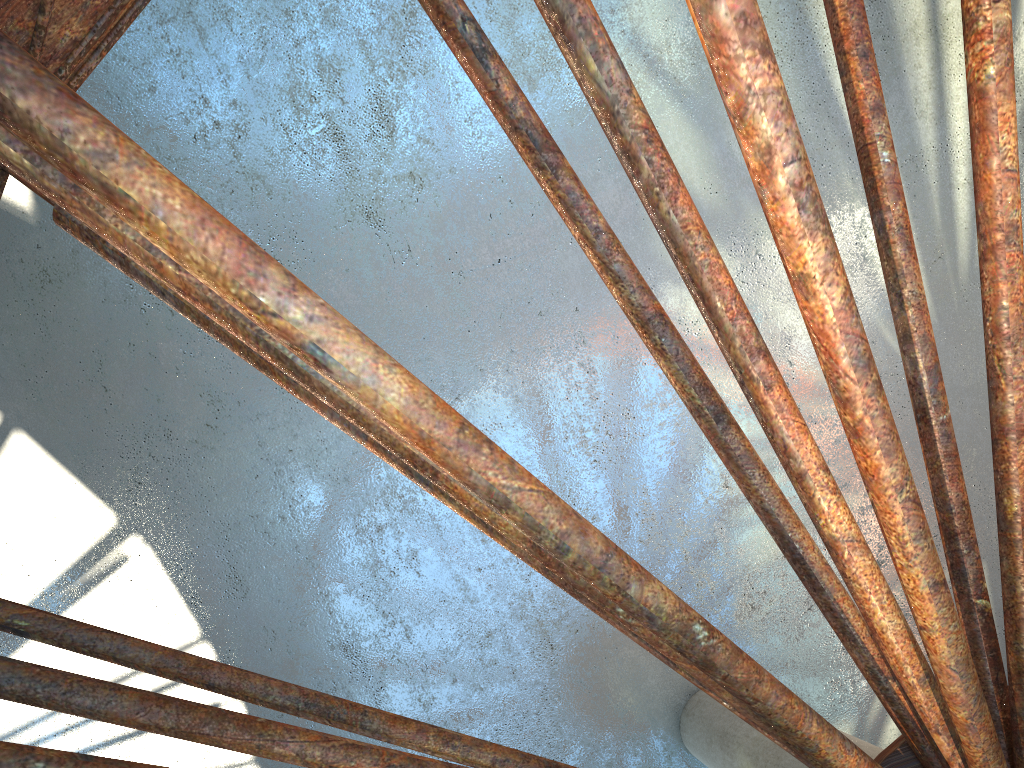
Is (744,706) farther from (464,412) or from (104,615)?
(104,615)
